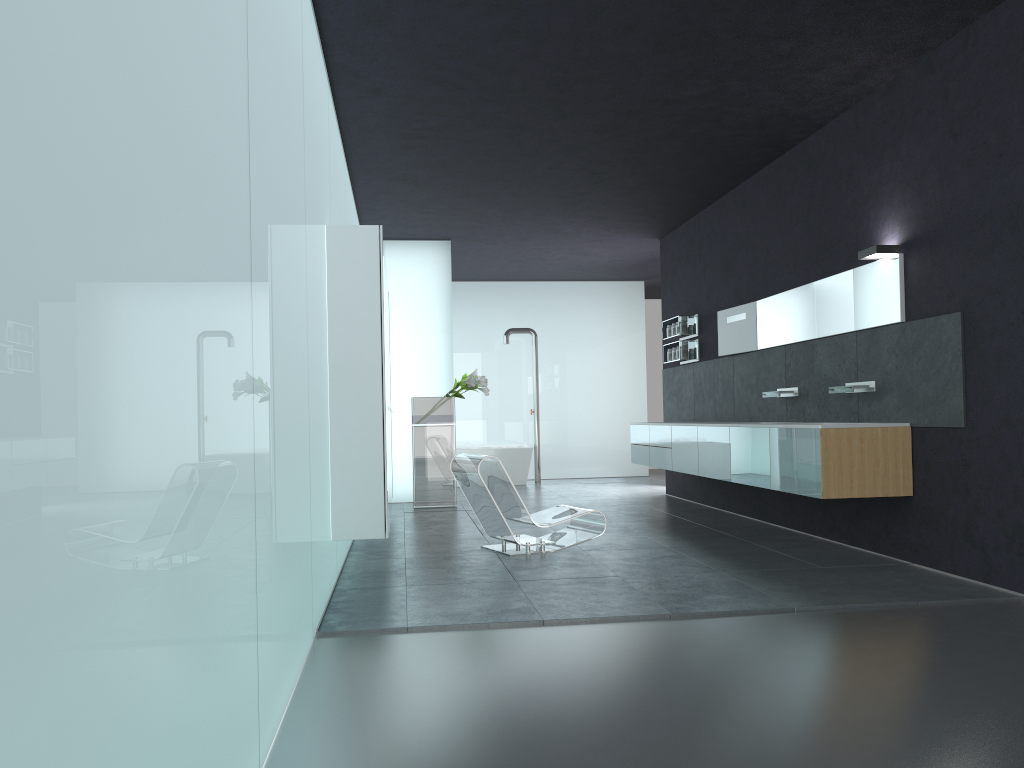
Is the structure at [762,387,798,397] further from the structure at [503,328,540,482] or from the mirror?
the structure at [503,328,540,482]

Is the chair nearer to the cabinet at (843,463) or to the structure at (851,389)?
the cabinet at (843,463)

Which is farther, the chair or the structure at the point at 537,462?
the structure at the point at 537,462

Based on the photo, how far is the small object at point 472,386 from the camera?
11.8 meters

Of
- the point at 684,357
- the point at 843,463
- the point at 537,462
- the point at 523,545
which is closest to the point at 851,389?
the point at 843,463

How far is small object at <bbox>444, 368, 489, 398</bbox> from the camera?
11.8 meters

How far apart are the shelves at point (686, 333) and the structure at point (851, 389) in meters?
4.1

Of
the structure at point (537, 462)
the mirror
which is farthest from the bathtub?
the mirror

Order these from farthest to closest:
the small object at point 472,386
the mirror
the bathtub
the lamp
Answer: the bathtub
the small object at point 472,386
the mirror
the lamp

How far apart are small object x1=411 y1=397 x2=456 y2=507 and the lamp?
Result: 6.21m
